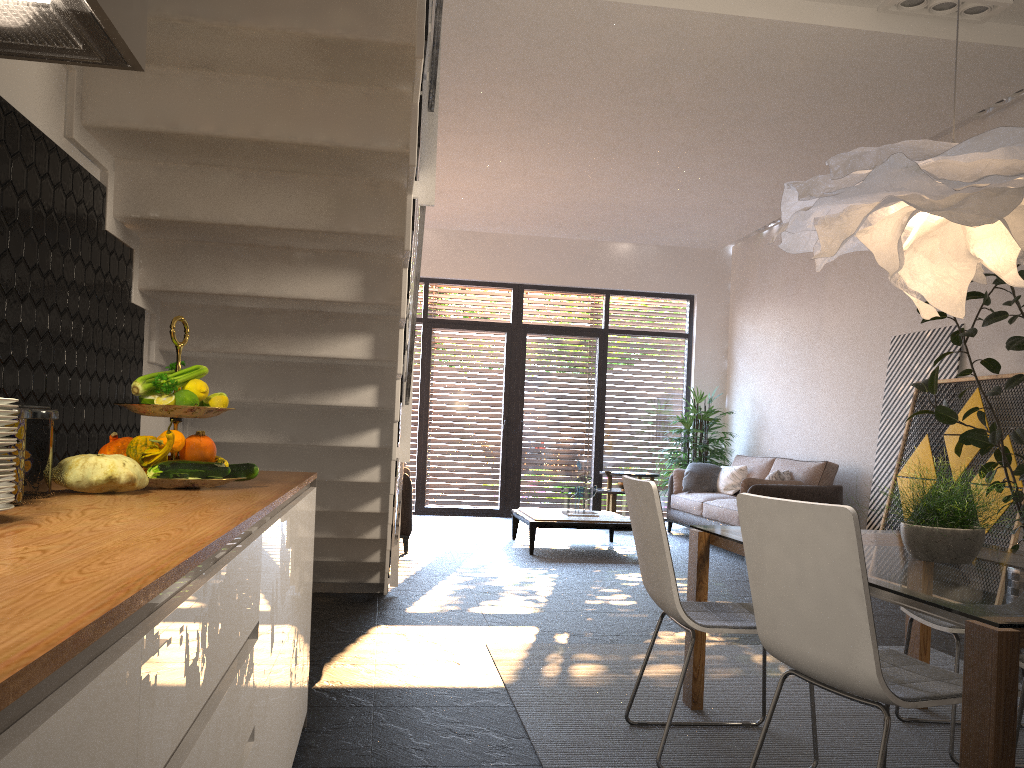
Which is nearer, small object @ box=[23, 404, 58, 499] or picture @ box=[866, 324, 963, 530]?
small object @ box=[23, 404, 58, 499]

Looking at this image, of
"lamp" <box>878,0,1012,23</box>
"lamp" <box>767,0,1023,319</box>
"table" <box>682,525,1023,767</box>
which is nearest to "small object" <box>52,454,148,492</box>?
"table" <box>682,525,1023,767</box>

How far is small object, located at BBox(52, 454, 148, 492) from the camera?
1.8 meters

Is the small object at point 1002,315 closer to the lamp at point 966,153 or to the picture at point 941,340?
the picture at point 941,340

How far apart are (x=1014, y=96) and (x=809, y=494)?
3.5m

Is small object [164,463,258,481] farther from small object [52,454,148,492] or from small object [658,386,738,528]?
small object [658,386,738,528]

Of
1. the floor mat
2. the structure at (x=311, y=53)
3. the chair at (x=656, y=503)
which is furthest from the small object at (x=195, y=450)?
the floor mat

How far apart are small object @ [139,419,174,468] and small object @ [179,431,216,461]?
0.1 meters

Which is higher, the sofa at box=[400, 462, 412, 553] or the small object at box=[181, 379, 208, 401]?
the small object at box=[181, 379, 208, 401]

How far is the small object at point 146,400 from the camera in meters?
2.1
